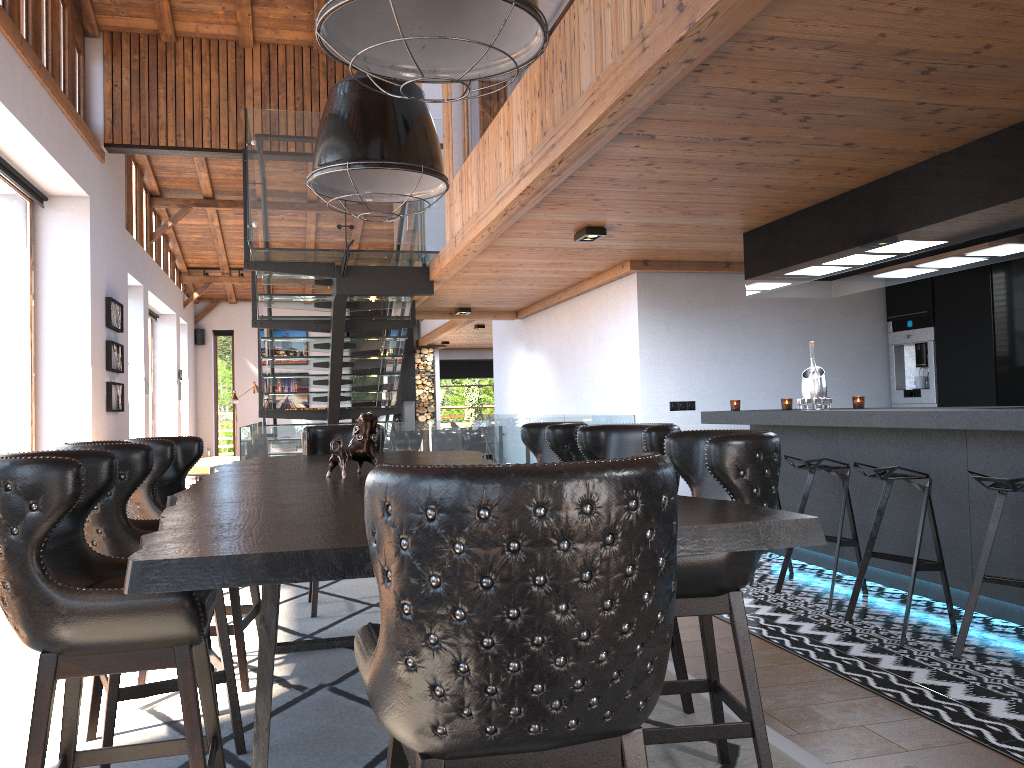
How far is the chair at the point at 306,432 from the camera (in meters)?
5.33

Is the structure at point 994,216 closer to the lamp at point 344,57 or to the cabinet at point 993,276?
the cabinet at point 993,276

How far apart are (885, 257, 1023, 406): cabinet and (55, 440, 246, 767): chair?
6.1 meters

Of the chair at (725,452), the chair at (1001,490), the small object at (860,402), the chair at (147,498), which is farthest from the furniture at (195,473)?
the chair at (725,452)

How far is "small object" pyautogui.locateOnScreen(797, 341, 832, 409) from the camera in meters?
5.7 m

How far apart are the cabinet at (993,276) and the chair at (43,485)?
6.38m

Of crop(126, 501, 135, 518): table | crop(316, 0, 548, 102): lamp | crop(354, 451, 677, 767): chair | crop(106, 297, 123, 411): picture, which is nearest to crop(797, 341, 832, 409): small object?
crop(316, 0, 548, 102): lamp

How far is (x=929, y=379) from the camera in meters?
7.5

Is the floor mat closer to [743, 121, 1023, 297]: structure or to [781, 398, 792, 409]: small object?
[743, 121, 1023, 297]: structure

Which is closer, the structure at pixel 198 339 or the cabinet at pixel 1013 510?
the cabinet at pixel 1013 510
